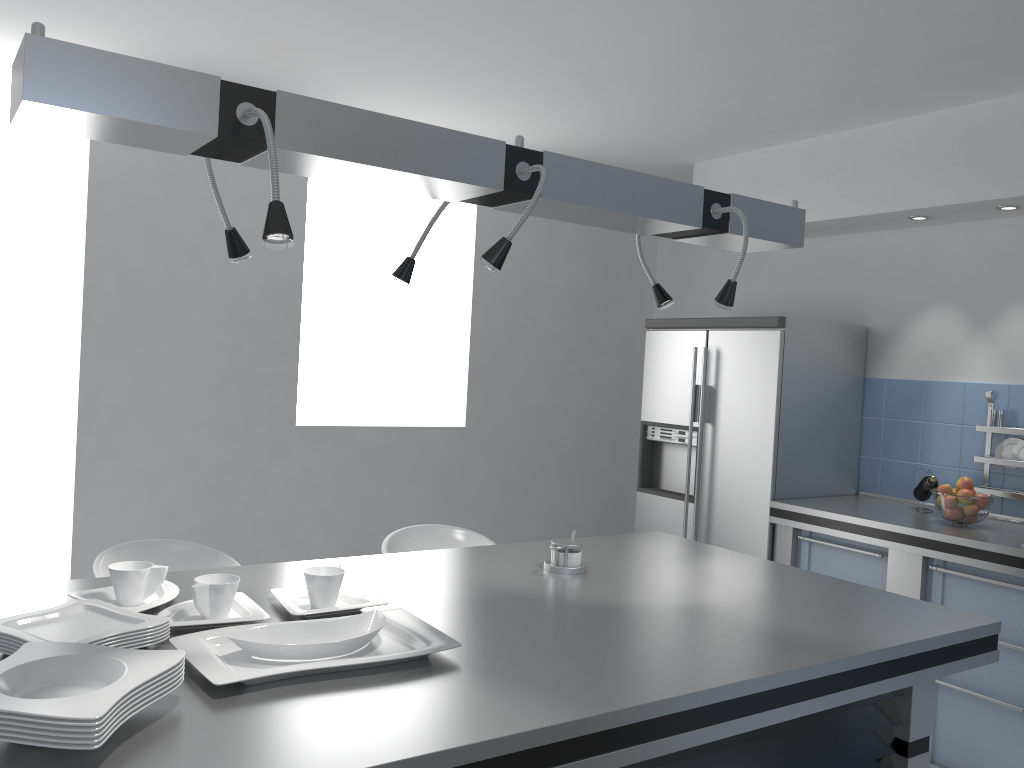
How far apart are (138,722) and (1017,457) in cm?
372

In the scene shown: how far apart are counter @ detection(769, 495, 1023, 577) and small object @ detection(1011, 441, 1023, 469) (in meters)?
0.29

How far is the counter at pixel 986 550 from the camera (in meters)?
3.29

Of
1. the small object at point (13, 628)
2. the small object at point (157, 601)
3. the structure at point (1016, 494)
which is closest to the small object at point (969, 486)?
the structure at point (1016, 494)

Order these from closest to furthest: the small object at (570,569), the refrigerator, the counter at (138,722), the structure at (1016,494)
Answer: the counter at (138,722)
the small object at (570,569)
the structure at (1016,494)
the refrigerator

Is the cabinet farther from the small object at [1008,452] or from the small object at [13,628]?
the small object at [13,628]

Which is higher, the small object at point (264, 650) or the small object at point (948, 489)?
the small object at point (948, 489)

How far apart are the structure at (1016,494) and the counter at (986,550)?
0.1 meters

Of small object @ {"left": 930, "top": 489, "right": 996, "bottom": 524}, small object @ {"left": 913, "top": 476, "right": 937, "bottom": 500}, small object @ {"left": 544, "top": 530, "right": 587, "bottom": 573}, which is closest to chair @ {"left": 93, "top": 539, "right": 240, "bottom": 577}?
small object @ {"left": 544, "top": 530, "right": 587, "bottom": 573}

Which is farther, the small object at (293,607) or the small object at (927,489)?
the small object at (927,489)
